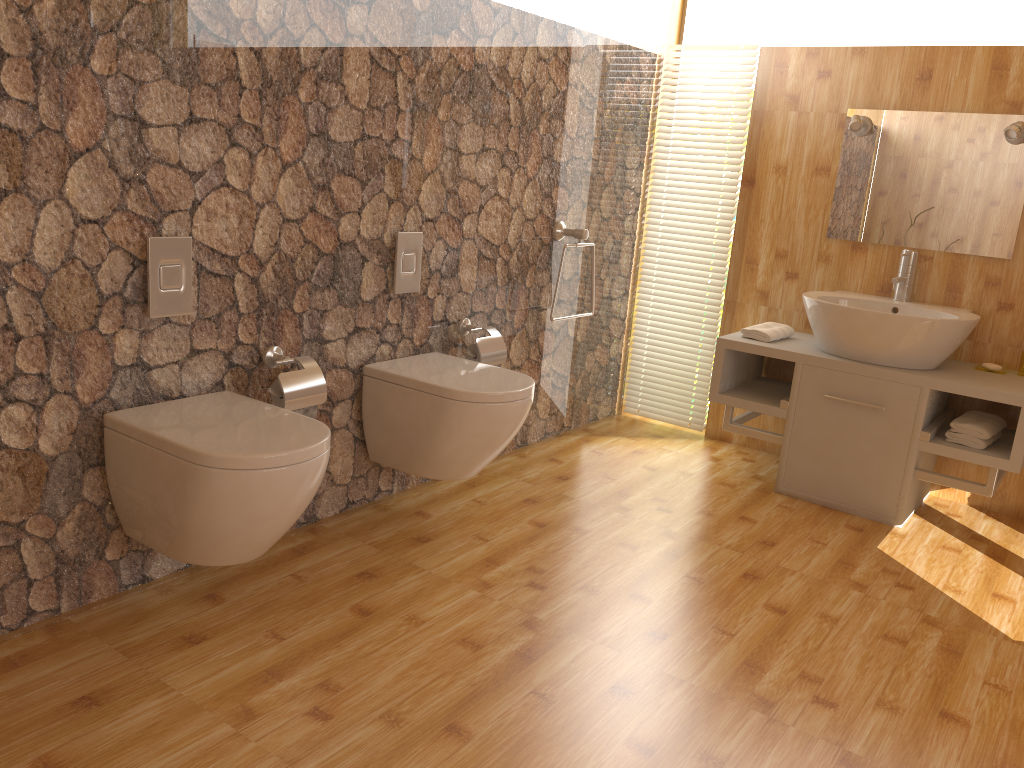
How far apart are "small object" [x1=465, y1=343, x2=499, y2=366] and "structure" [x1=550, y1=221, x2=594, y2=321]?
0.71m

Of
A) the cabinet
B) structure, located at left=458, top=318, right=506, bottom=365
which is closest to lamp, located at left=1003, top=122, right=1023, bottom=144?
the cabinet

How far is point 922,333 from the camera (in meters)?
3.15

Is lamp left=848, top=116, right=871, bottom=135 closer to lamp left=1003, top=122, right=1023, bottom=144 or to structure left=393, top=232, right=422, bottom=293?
lamp left=1003, top=122, right=1023, bottom=144

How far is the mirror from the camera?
3.34m

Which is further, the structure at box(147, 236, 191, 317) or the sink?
the sink

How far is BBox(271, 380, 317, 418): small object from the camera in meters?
2.5

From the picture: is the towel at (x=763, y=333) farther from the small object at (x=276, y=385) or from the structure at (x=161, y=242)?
the structure at (x=161, y=242)

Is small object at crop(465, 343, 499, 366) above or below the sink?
below

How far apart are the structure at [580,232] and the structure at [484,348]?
0.6m
